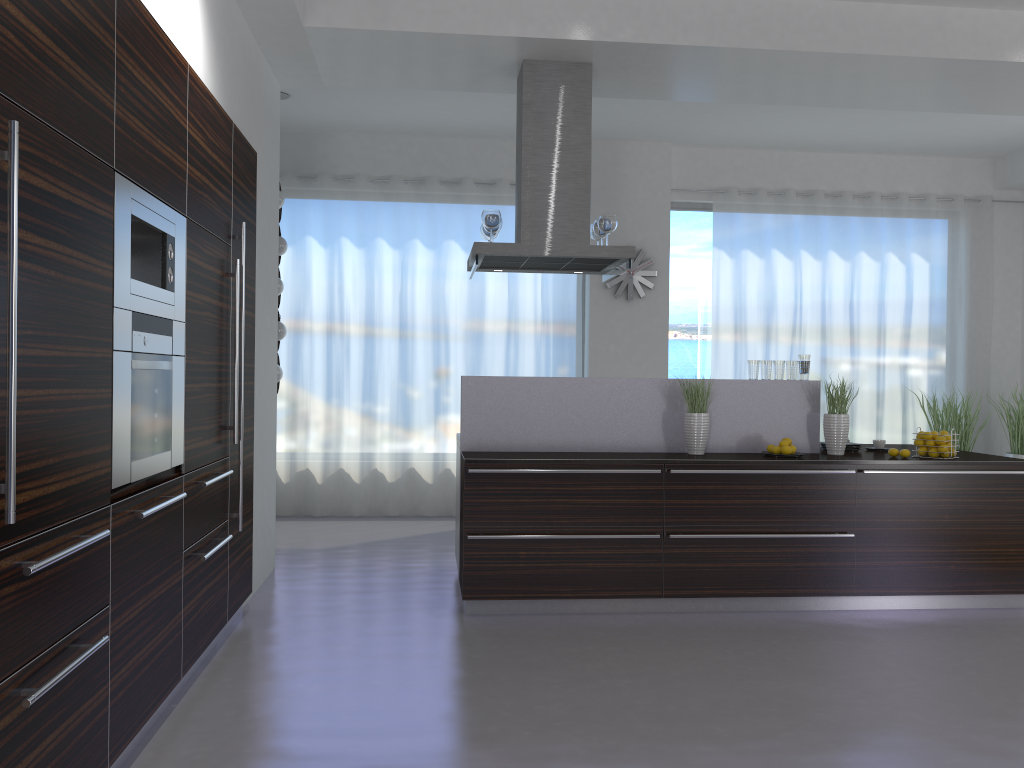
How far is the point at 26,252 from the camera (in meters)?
2.07

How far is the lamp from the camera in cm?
704

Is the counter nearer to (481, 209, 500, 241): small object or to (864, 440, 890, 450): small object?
(864, 440, 890, 450): small object

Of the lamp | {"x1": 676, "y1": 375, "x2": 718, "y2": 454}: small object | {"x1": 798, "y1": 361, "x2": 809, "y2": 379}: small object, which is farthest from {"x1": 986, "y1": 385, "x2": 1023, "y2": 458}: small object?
the lamp

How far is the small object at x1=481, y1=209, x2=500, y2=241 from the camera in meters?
5.4

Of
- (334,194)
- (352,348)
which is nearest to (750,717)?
Answer: (352,348)

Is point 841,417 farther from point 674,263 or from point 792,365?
point 674,263

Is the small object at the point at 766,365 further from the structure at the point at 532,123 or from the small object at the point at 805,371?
the structure at the point at 532,123

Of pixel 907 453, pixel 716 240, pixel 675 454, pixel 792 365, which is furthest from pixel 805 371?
pixel 716 240

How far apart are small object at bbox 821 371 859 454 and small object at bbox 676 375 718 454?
0.76m
